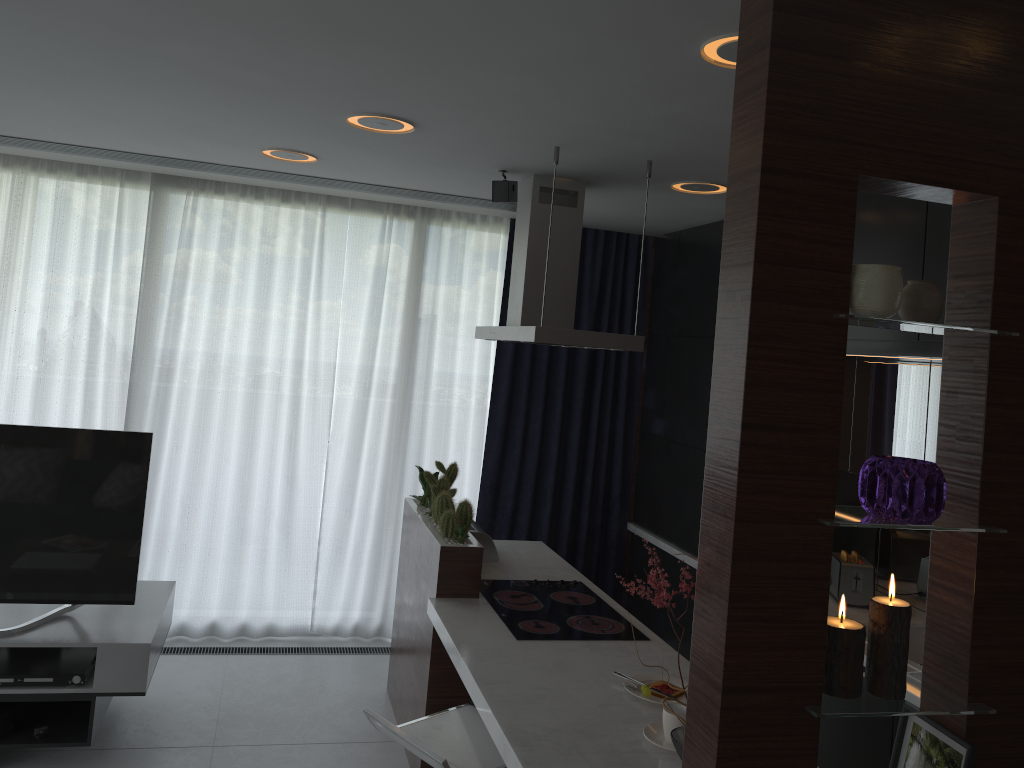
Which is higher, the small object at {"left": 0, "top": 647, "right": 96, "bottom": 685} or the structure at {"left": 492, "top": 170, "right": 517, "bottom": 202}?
the structure at {"left": 492, "top": 170, "right": 517, "bottom": 202}

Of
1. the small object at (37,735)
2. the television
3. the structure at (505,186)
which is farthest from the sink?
the small object at (37,735)

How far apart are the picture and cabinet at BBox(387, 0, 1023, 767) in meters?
0.0

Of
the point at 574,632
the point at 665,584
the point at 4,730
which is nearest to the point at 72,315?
the point at 4,730

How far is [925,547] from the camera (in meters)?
4.04

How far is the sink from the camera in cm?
375

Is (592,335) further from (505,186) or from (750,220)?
(750,220)

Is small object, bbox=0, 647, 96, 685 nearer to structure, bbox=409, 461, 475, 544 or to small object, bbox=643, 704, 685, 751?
structure, bbox=409, 461, 475, 544

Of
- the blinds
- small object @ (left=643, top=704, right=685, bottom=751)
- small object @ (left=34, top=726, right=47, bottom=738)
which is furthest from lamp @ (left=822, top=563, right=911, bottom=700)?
the blinds

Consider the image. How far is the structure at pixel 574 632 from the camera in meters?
3.3
